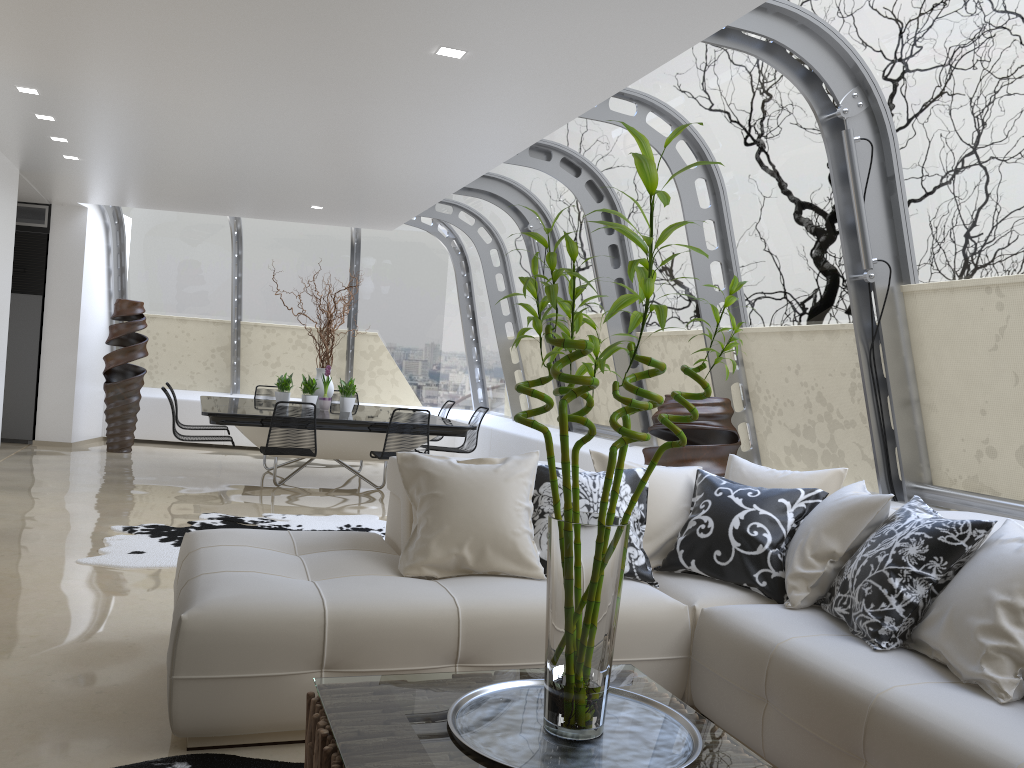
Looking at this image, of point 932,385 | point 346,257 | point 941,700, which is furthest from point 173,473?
point 941,700

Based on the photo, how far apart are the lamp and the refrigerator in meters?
8.1

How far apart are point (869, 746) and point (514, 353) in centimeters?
860cm

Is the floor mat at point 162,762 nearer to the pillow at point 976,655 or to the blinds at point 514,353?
the pillow at point 976,655

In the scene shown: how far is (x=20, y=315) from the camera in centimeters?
1063cm

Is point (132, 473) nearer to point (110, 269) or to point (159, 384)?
point (159, 384)

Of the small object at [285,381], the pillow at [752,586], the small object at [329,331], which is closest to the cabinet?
the small object at [285,381]

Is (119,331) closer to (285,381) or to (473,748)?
(285,381)

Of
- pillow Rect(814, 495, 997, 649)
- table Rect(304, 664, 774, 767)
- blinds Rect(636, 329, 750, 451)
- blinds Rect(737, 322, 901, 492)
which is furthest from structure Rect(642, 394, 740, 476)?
table Rect(304, 664, 774, 767)

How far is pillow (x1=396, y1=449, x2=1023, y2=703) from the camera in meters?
2.5
